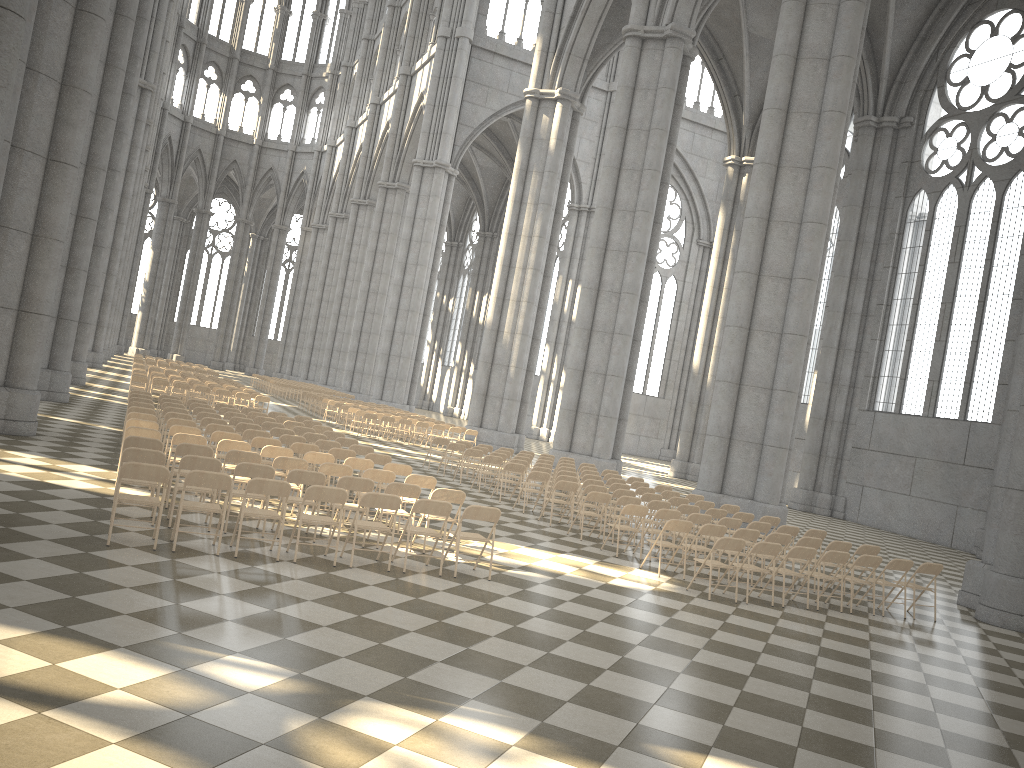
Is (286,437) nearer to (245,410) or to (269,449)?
(269,449)

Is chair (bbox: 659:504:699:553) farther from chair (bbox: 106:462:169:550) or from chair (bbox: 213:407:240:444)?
chair (bbox: 213:407:240:444)

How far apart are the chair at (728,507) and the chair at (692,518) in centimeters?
309cm

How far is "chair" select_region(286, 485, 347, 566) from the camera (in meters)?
9.06

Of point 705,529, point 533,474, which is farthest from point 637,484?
point 705,529

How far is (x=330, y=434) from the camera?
17.2m

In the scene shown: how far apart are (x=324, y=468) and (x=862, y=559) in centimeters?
730cm

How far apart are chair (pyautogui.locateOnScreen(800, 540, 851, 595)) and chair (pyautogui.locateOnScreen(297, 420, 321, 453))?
11.1m

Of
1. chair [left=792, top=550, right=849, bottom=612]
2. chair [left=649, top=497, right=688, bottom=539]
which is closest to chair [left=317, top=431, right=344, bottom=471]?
chair [left=649, top=497, right=688, bottom=539]

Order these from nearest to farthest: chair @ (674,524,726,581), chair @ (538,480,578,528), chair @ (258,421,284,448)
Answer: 1. chair @ (674,524,726,581)
2. chair @ (538,480,578,528)
3. chair @ (258,421,284,448)
